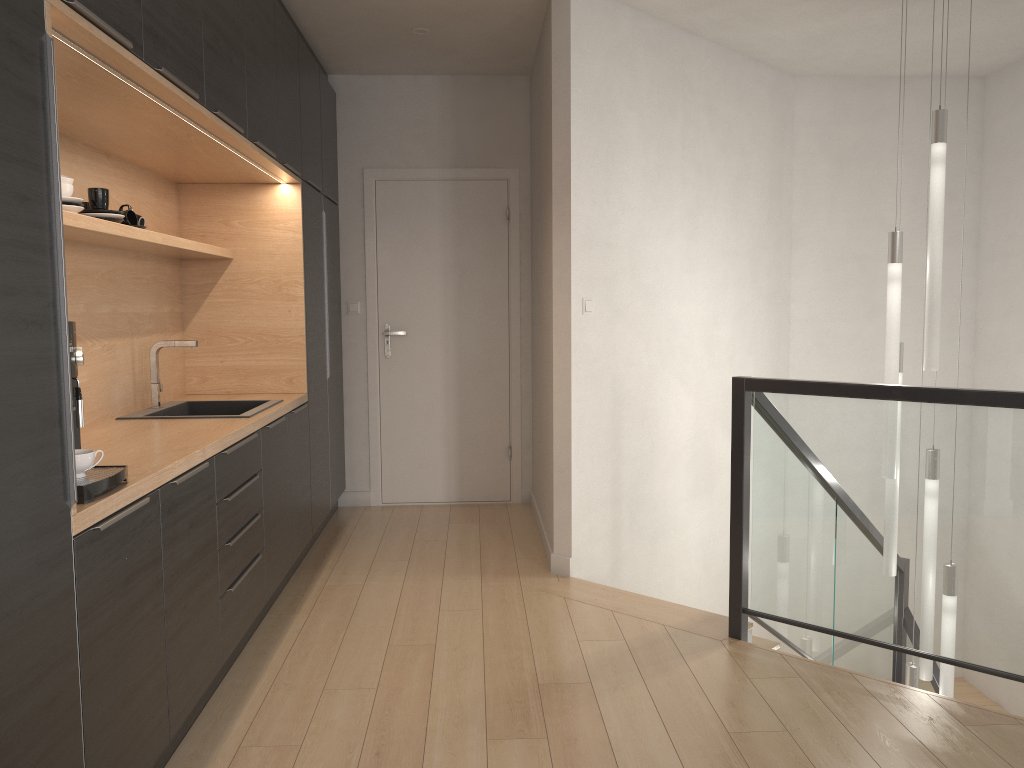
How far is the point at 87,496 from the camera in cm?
194

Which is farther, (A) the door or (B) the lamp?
(A) the door

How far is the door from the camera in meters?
5.6

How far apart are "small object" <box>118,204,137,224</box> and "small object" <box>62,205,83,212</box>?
0.6 meters

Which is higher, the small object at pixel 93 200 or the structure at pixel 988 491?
the small object at pixel 93 200

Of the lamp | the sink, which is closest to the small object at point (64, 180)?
the sink

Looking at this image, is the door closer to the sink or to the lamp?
the sink

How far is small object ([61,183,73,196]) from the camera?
2.63m

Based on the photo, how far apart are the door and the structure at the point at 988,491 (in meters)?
1.67

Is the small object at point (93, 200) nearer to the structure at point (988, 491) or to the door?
the structure at point (988, 491)
